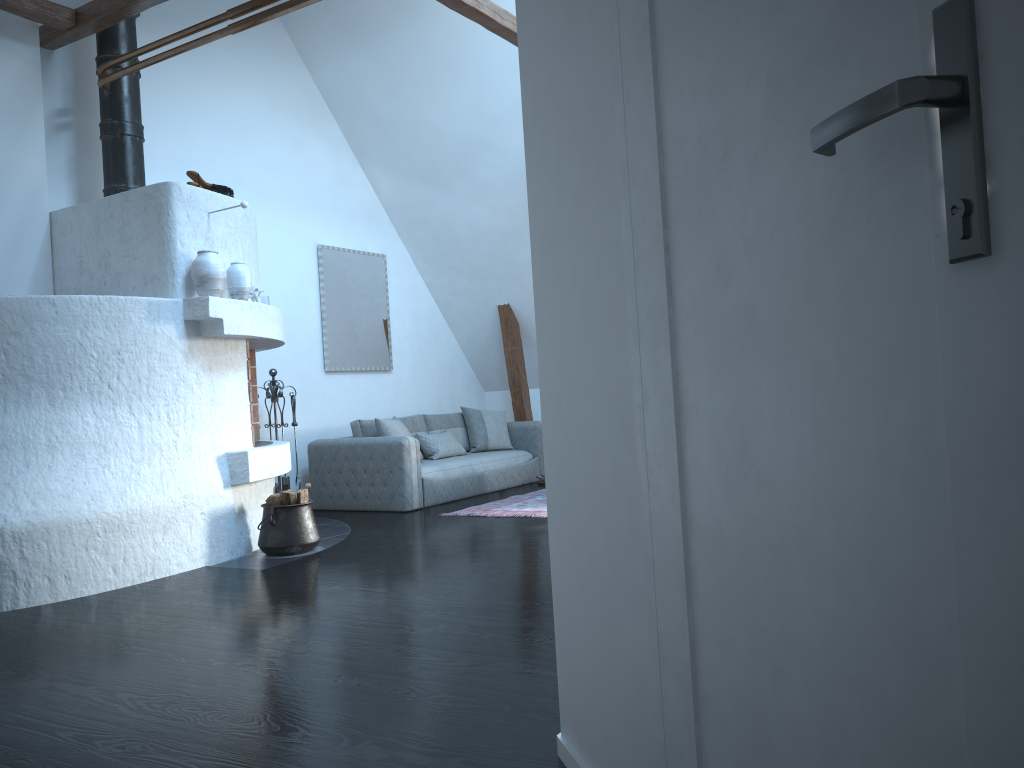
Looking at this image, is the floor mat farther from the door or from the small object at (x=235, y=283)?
the door

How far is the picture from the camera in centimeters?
836cm

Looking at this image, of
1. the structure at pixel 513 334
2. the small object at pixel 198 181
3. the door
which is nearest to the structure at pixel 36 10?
the small object at pixel 198 181

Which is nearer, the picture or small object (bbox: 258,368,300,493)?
small object (bbox: 258,368,300,493)

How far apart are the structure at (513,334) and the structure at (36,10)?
3.4m

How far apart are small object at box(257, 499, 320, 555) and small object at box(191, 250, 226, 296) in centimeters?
135cm

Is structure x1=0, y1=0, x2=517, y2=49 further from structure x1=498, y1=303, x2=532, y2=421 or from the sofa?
structure x1=498, y1=303, x2=532, y2=421

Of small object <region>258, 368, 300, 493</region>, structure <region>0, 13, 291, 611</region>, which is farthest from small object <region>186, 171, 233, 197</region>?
small object <region>258, 368, 300, 493</region>

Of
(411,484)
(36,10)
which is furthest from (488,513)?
(36,10)

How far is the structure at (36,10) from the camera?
5.6 meters
